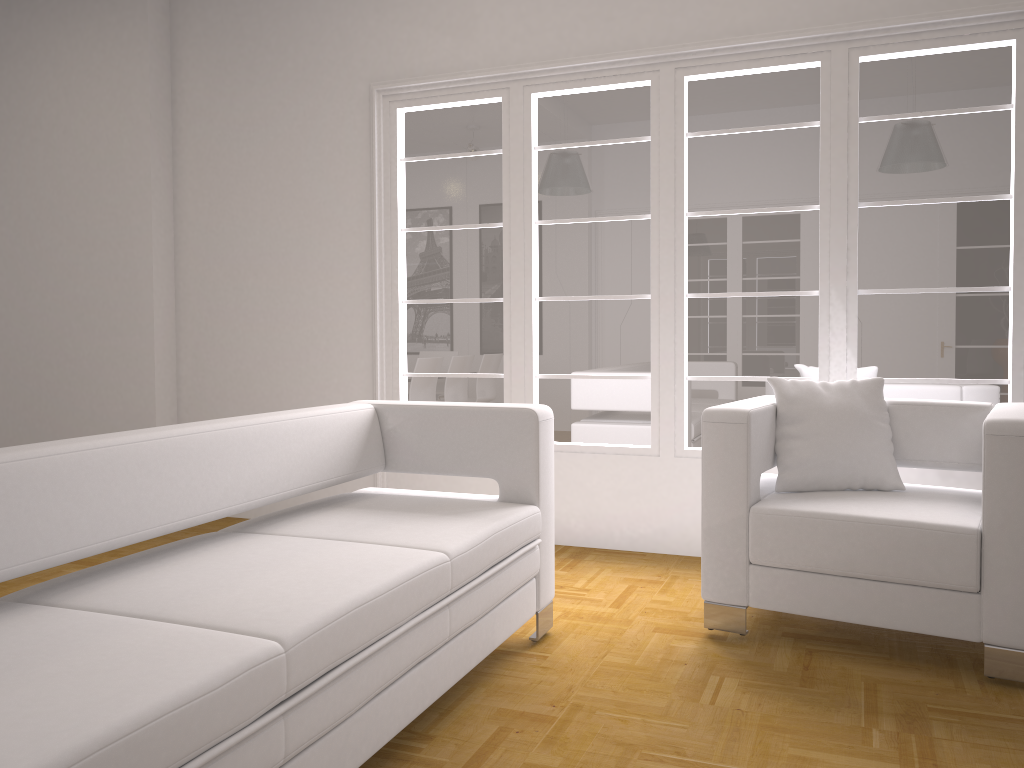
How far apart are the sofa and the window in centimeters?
135cm

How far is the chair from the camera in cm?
277

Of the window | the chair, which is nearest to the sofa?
the chair

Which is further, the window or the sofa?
the window

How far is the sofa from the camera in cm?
151

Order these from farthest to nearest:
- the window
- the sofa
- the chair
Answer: the window < the chair < the sofa

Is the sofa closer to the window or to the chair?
the chair

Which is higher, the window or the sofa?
the window

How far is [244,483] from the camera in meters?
2.6 m

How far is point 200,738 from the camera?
1.5 meters
